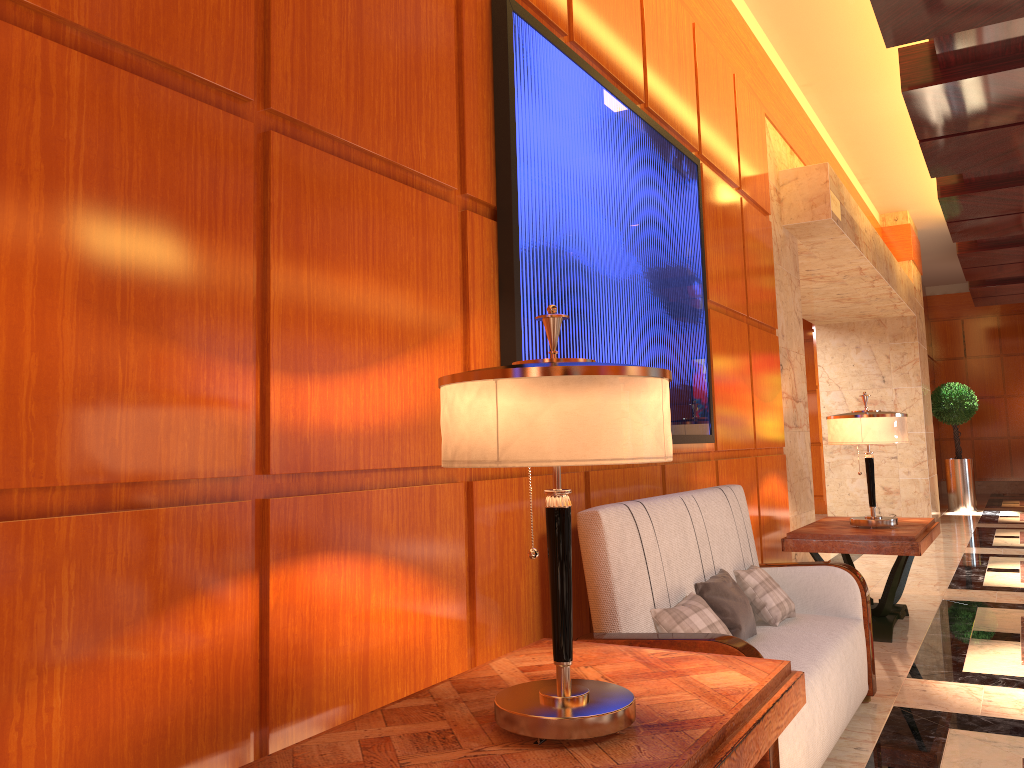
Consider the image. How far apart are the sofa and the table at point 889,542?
1.1m

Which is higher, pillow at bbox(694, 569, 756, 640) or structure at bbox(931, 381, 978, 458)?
structure at bbox(931, 381, 978, 458)

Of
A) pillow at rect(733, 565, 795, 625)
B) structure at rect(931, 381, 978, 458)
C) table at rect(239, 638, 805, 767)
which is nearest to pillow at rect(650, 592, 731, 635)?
table at rect(239, 638, 805, 767)

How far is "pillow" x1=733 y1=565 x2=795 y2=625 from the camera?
3.56m

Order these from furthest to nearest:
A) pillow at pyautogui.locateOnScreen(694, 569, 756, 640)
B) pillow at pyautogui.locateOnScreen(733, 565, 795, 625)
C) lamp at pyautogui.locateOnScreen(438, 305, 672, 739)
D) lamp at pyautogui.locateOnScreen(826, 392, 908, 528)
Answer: lamp at pyautogui.locateOnScreen(826, 392, 908, 528)
pillow at pyautogui.locateOnScreen(733, 565, 795, 625)
pillow at pyautogui.locateOnScreen(694, 569, 756, 640)
lamp at pyautogui.locateOnScreen(438, 305, 672, 739)

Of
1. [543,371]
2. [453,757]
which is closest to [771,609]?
[453,757]

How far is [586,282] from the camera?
3.2 meters

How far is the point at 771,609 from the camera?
3.6m

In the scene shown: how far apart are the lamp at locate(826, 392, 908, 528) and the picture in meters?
1.3 m

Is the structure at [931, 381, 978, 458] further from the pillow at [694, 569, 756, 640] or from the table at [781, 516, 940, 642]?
the pillow at [694, 569, 756, 640]
